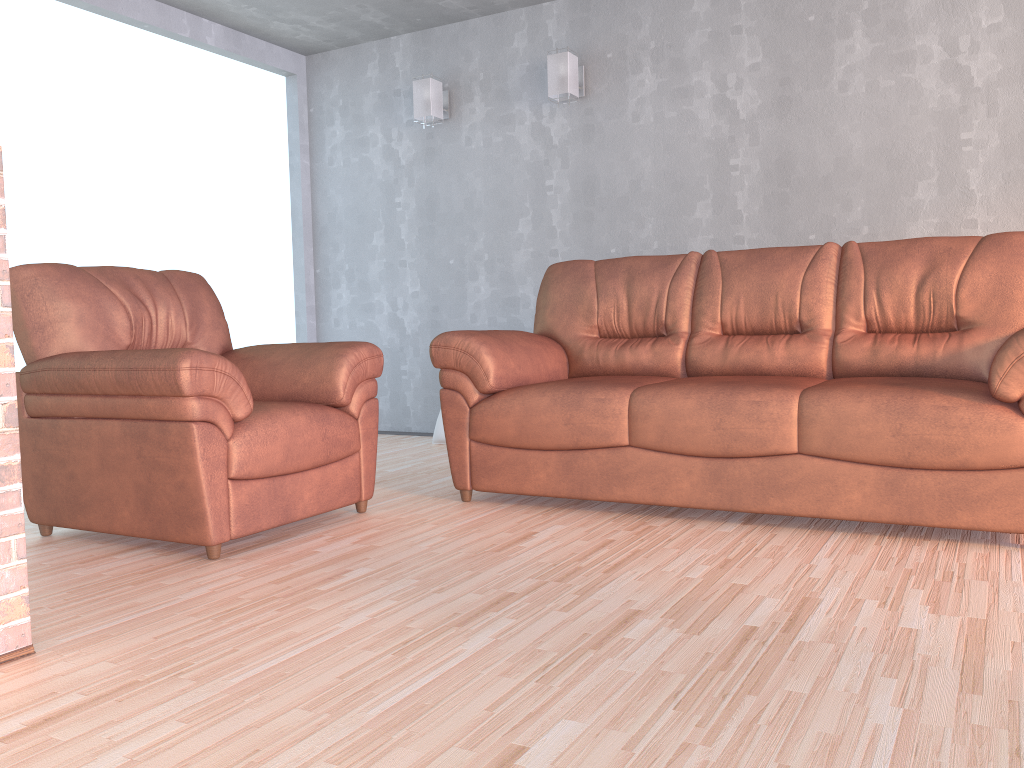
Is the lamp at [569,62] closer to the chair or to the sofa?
the sofa

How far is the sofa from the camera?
2.6m

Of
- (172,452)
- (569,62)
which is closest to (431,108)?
(569,62)

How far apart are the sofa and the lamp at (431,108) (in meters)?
1.65

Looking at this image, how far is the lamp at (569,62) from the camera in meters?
4.7 m

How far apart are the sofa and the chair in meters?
0.2 m

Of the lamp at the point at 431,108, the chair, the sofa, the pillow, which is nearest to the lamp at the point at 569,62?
the lamp at the point at 431,108

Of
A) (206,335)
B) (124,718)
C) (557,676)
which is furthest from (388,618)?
(206,335)

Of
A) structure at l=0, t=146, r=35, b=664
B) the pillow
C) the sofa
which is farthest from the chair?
the pillow

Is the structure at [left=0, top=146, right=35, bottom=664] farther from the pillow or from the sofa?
the pillow
